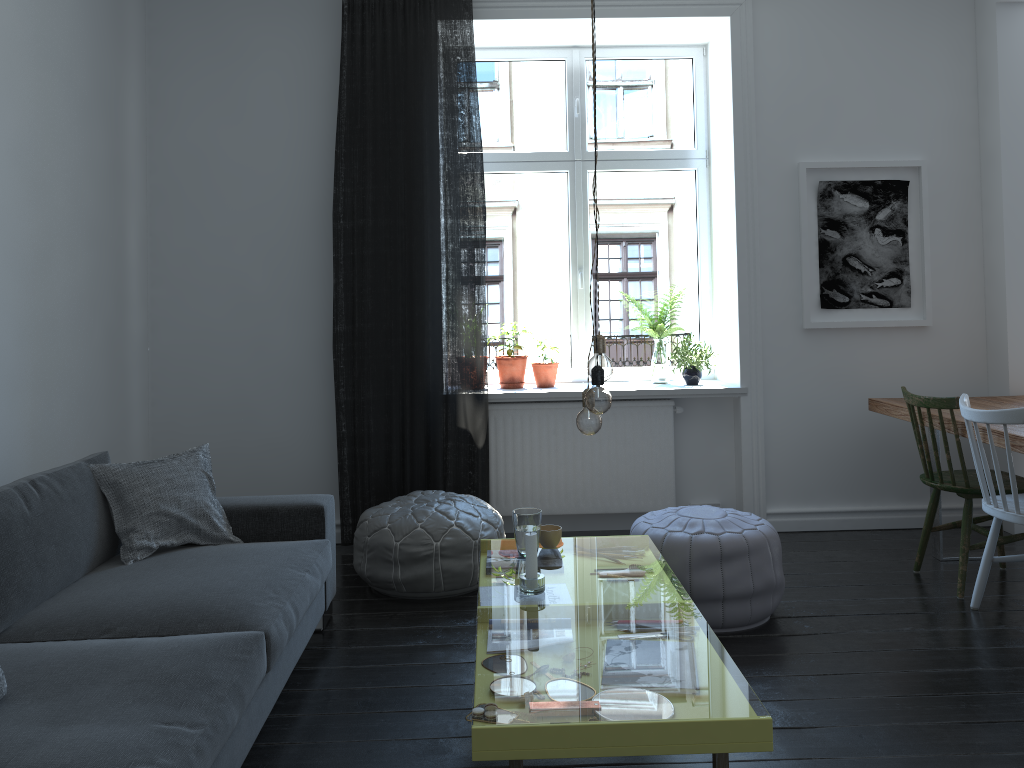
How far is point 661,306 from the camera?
5.2 meters

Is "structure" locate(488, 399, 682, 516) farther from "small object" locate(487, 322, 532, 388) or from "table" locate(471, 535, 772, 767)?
"table" locate(471, 535, 772, 767)

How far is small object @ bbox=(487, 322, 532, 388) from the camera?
4.8 meters

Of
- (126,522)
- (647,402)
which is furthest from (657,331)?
(126,522)

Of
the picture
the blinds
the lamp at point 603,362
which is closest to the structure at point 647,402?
the blinds

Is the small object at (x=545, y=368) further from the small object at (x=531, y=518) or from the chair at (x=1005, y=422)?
the chair at (x=1005, y=422)

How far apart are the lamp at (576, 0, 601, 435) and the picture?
2.6 meters

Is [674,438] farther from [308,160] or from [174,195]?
[174,195]

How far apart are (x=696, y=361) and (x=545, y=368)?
0.8m

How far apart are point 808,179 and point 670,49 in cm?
113
